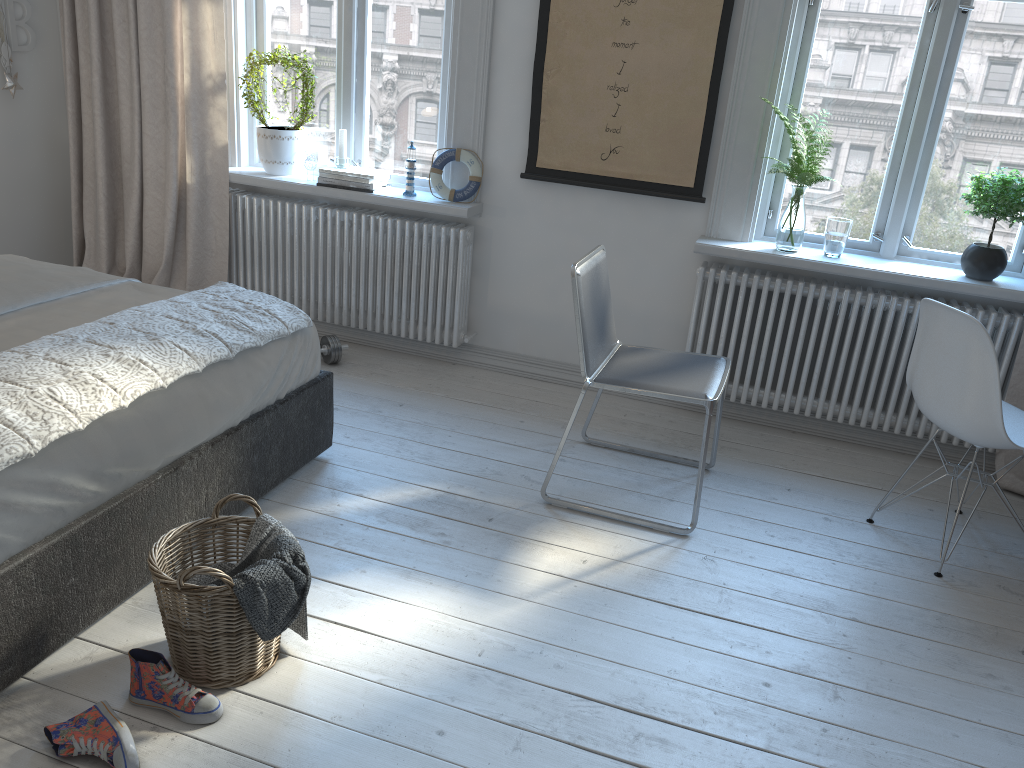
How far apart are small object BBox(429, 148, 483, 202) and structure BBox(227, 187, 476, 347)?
0.1m

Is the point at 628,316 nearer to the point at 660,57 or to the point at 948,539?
the point at 660,57

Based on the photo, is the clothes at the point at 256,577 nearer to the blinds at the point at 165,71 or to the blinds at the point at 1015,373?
the blinds at the point at 165,71

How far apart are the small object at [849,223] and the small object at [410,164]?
1.76m

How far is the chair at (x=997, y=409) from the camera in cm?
254

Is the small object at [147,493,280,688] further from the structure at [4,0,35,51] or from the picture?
the structure at [4,0,35,51]

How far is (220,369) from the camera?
2.5m

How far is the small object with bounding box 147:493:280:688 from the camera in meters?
1.9 m

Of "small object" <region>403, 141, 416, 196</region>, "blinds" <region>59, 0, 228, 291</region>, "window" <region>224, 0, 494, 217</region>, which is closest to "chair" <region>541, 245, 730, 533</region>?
"window" <region>224, 0, 494, 217</region>

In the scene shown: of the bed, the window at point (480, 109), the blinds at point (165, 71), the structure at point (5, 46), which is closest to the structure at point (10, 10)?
the structure at point (5, 46)
